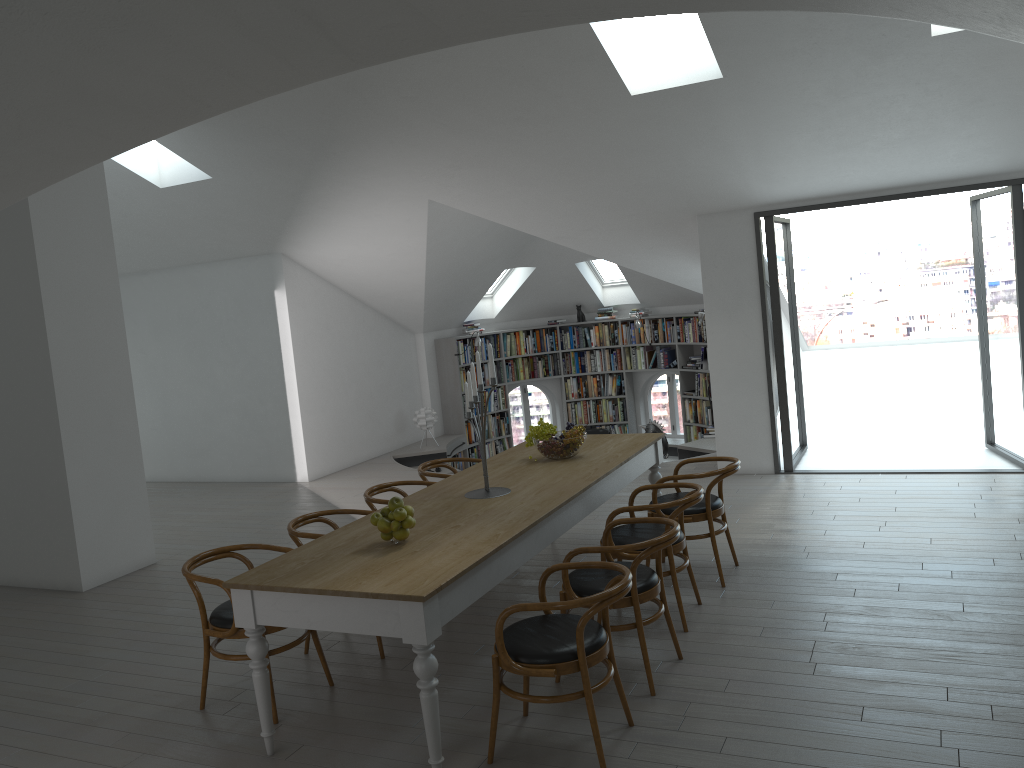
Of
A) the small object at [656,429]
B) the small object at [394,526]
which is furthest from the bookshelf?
the small object at [394,526]

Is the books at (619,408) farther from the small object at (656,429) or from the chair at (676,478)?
the chair at (676,478)

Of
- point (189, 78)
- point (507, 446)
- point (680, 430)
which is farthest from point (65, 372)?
point (680, 430)

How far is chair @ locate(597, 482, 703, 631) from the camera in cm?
478

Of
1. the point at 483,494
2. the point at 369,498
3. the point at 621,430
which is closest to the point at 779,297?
the point at 483,494

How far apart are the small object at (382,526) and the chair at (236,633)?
0.8 meters

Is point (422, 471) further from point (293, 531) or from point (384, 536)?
point (384, 536)

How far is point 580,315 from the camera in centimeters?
1334cm

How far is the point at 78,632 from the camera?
5.80m

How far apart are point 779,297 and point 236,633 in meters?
5.7
